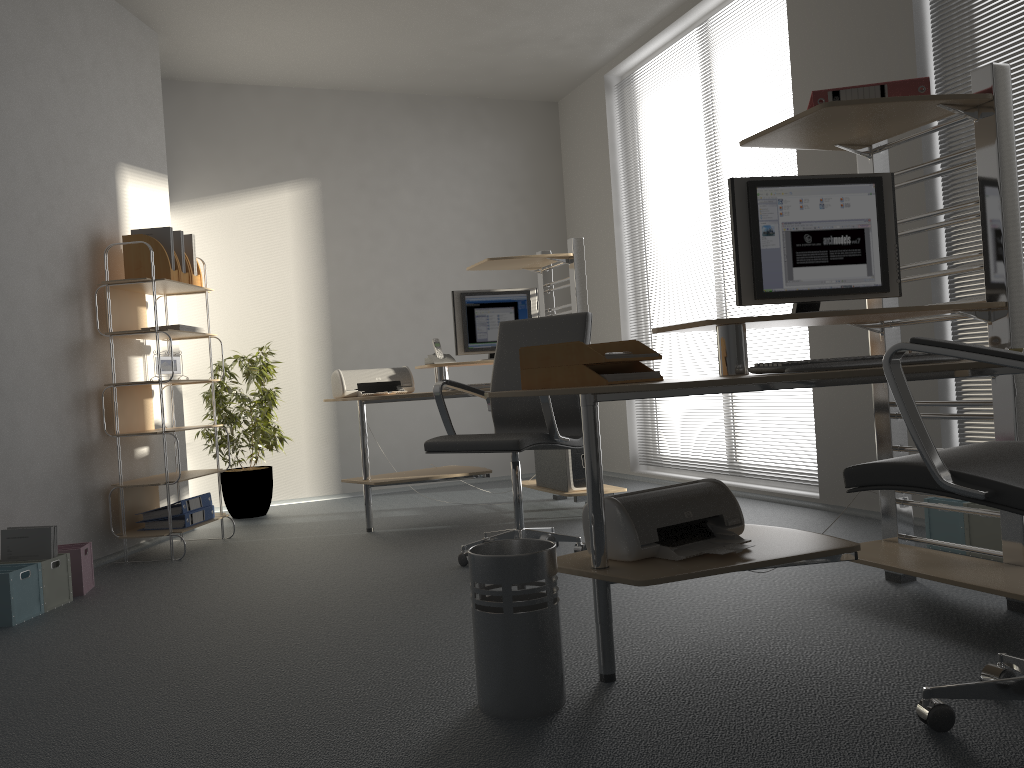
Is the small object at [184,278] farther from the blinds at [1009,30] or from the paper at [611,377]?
the blinds at [1009,30]

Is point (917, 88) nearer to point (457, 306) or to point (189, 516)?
point (457, 306)

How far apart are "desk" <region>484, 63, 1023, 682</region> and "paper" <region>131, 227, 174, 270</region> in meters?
3.0 m

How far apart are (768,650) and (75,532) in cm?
329

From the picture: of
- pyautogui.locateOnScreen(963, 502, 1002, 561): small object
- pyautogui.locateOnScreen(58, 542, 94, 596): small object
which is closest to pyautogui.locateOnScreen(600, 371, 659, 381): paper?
pyautogui.locateOnScreen(963, 502, 1002, 561): small object

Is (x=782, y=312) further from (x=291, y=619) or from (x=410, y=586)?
(x=291, y=619)

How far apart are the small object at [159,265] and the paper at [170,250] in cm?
6

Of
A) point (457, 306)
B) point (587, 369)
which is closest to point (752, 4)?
point (457, 306)

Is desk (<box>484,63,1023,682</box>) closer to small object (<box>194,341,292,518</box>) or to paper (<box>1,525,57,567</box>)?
paper (<box>1,525,57,567</box>)

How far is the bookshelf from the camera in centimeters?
435cm
